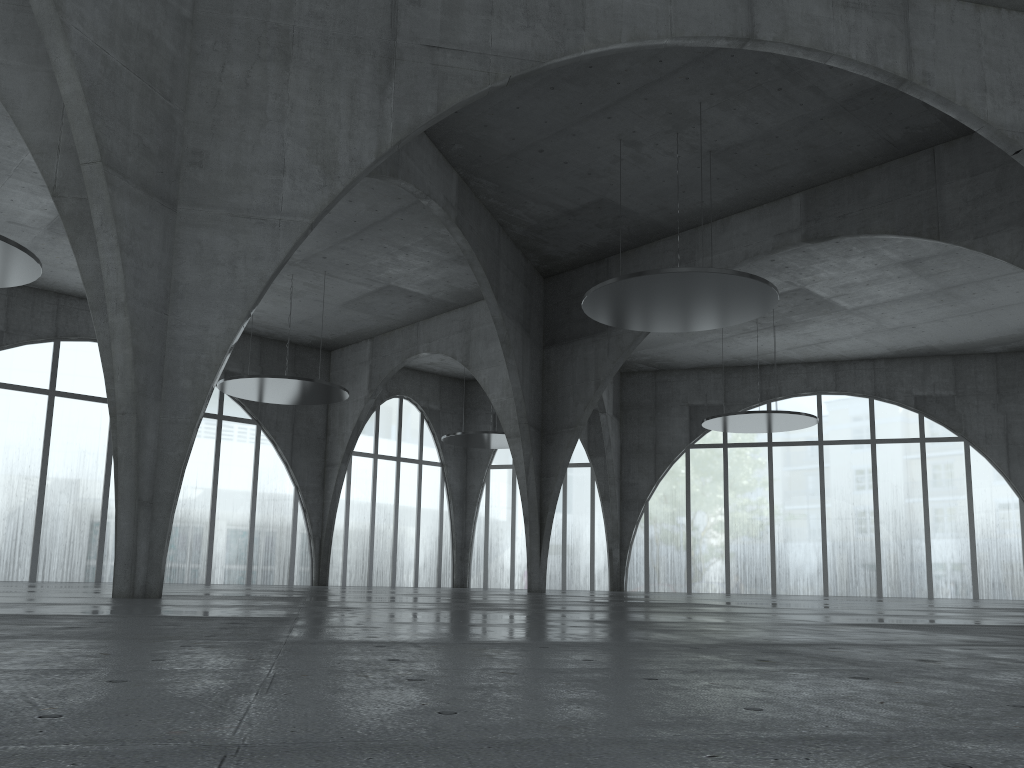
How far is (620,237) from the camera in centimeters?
4867cm

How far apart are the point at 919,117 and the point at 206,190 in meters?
37.0 m
